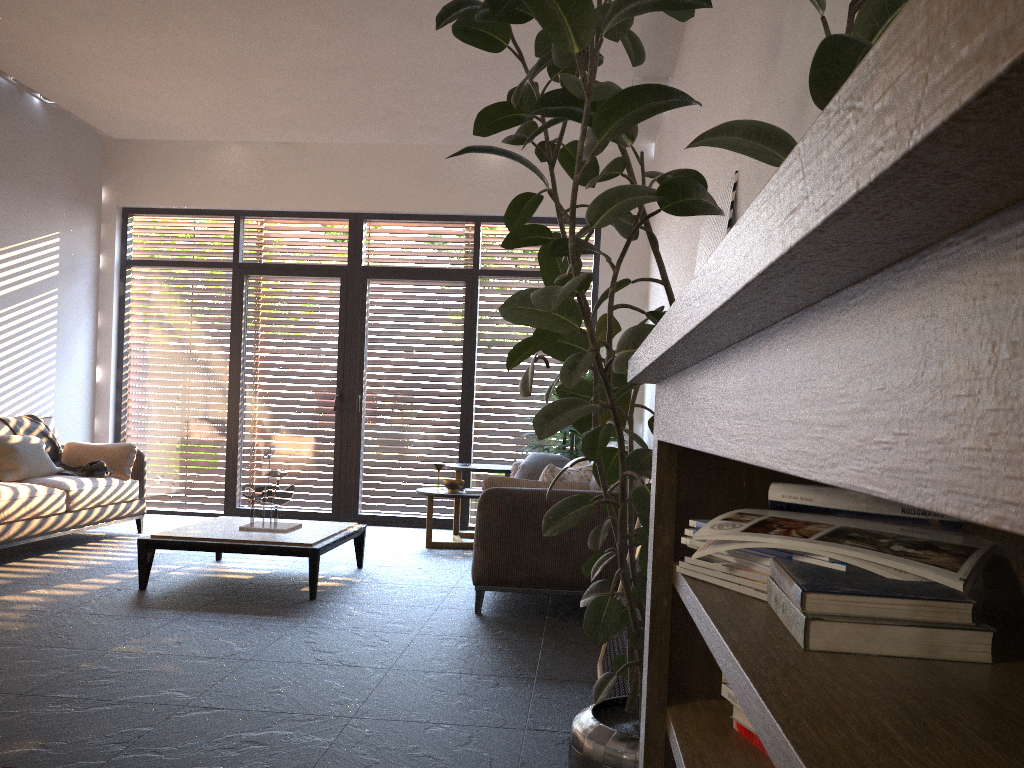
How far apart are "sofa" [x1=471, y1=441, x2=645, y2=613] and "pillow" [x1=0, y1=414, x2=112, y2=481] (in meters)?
3.10

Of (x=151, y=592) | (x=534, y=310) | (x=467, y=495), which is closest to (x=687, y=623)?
(x=534, y=310)

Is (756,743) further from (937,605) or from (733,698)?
(937,605)

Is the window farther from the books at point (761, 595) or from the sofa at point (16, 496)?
the books at point (761, 595)

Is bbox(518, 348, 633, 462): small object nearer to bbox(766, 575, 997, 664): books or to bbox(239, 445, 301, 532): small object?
bbox(239, 445, 301, 532): small object

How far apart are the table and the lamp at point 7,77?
3.99m

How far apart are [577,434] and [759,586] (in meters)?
5.92

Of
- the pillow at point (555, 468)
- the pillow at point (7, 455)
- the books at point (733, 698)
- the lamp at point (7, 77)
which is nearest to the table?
the pillow at point (555, 468)

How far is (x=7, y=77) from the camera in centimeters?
692cm

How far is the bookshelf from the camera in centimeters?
22cm
